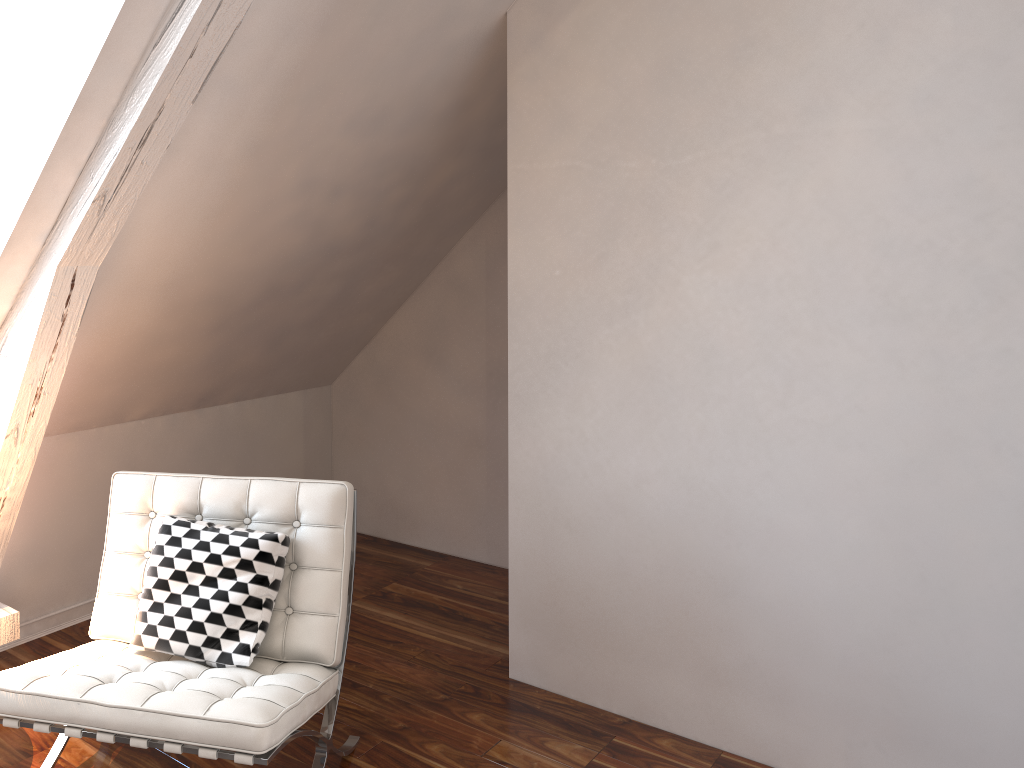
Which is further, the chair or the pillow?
the pillow

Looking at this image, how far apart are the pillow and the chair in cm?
1

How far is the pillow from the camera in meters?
1.9 m

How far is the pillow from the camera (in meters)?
1.90

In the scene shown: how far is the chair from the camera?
1.6m

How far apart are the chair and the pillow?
0.0 meters

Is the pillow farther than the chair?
Yes
